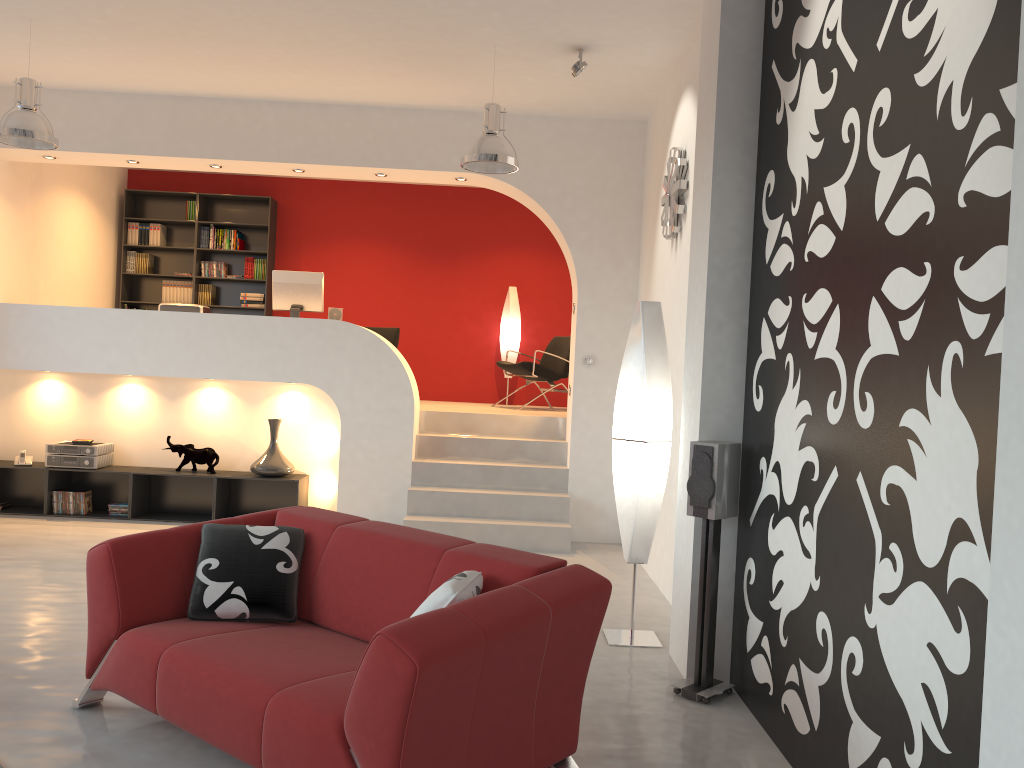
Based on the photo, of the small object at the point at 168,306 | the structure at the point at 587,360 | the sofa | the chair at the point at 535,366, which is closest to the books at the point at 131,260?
the small object at the point at 168,306

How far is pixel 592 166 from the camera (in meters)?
7.32

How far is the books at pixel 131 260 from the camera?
10.0m

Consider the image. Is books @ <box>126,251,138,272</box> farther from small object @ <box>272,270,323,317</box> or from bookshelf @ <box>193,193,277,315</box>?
small object @ <box>272,270,323,317</box>

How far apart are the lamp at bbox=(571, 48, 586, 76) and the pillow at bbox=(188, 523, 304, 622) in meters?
3.6

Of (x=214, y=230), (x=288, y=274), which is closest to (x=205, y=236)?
(x=214, y=230)

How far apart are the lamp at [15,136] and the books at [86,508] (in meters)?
2.95

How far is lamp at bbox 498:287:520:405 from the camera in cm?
1001

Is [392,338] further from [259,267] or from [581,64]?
[581,64]

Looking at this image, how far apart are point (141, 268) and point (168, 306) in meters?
2.6
